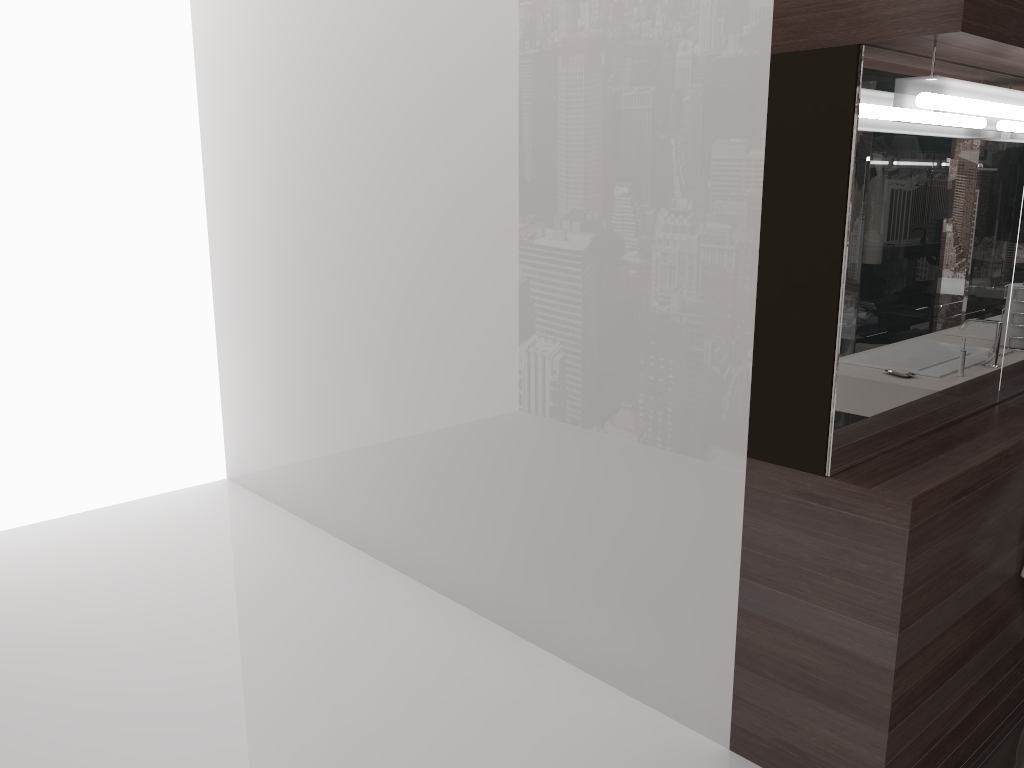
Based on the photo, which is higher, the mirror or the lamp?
the lamp

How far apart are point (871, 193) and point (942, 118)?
0.2 meters

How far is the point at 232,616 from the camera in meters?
3.0

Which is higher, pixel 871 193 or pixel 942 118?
pixel 942 118

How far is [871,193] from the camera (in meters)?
1.91

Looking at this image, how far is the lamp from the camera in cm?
175

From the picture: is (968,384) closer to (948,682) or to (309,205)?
(948,682)

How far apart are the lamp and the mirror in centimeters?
6cm

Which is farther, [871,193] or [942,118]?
[871,193]

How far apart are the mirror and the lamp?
0.1 meters
